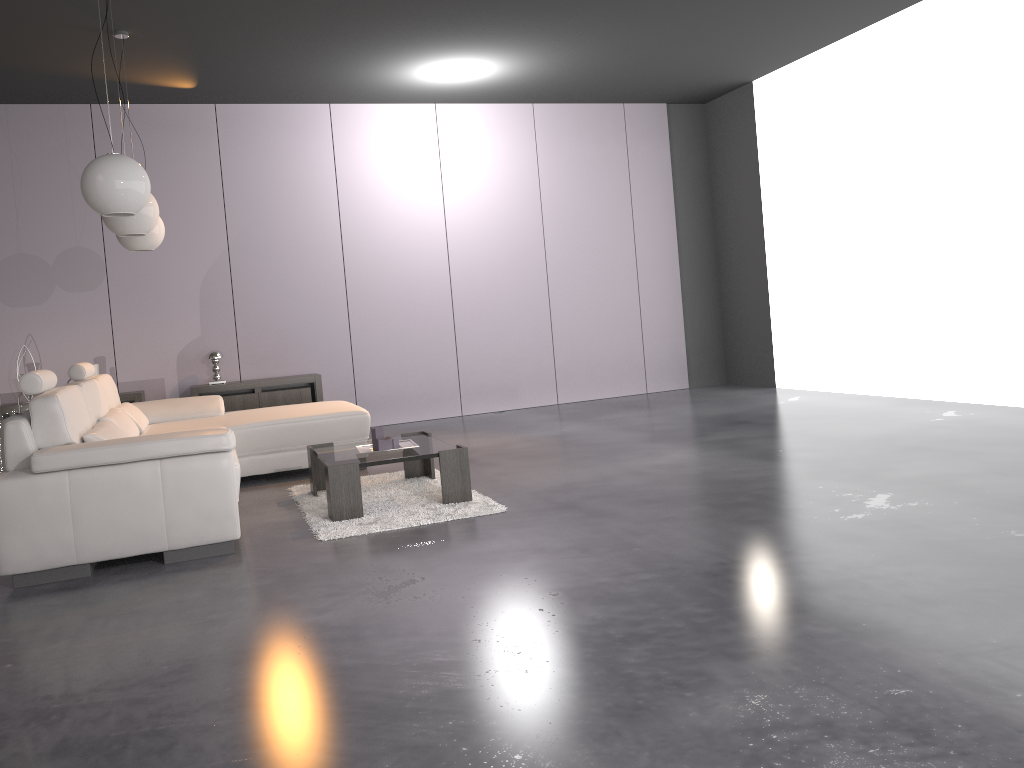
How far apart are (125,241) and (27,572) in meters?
2.8 m

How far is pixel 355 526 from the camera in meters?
4.1

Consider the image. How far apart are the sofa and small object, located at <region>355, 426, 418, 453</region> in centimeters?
64cm

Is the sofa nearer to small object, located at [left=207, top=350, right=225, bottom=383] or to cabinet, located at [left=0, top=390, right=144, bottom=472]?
cabinet, located at [left=0, top=390, right=144, bottom=472]

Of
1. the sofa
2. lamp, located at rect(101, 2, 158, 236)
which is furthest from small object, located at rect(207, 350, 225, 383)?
lamp, located at rect(101, 2, 158, 236)

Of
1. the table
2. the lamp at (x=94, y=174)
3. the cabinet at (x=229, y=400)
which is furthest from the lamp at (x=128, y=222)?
the cabinet at (x=229, y=400)

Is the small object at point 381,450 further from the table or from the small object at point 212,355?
the small object at point 212,355

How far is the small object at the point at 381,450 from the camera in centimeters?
460cm

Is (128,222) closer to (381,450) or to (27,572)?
(381,450)

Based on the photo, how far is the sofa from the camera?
3.6 meters
